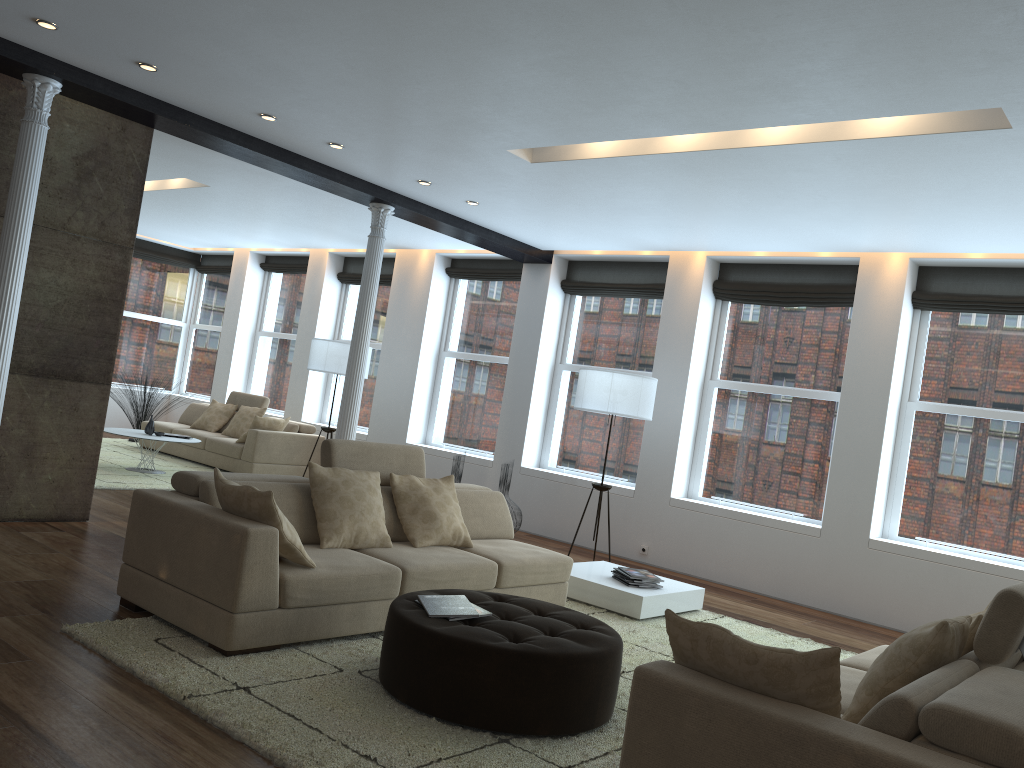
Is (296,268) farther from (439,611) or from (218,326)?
(439,611)

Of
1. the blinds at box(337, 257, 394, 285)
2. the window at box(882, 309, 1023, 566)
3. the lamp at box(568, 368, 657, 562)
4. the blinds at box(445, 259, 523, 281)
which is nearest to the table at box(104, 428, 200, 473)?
the blinds at box(337, 257, 394, 285)

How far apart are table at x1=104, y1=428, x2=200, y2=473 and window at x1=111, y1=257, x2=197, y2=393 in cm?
475

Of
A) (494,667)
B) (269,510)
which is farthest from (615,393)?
(494,667)

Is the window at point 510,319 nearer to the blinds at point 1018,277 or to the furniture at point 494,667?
the blinds at point 1018,277

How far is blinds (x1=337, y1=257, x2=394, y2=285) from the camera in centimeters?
1163cm

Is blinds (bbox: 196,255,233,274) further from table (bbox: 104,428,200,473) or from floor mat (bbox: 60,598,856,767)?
floor mat (bbox: 60,598,856,767)

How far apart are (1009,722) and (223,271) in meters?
13.4

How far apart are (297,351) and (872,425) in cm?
773

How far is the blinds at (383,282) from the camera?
11.6m
